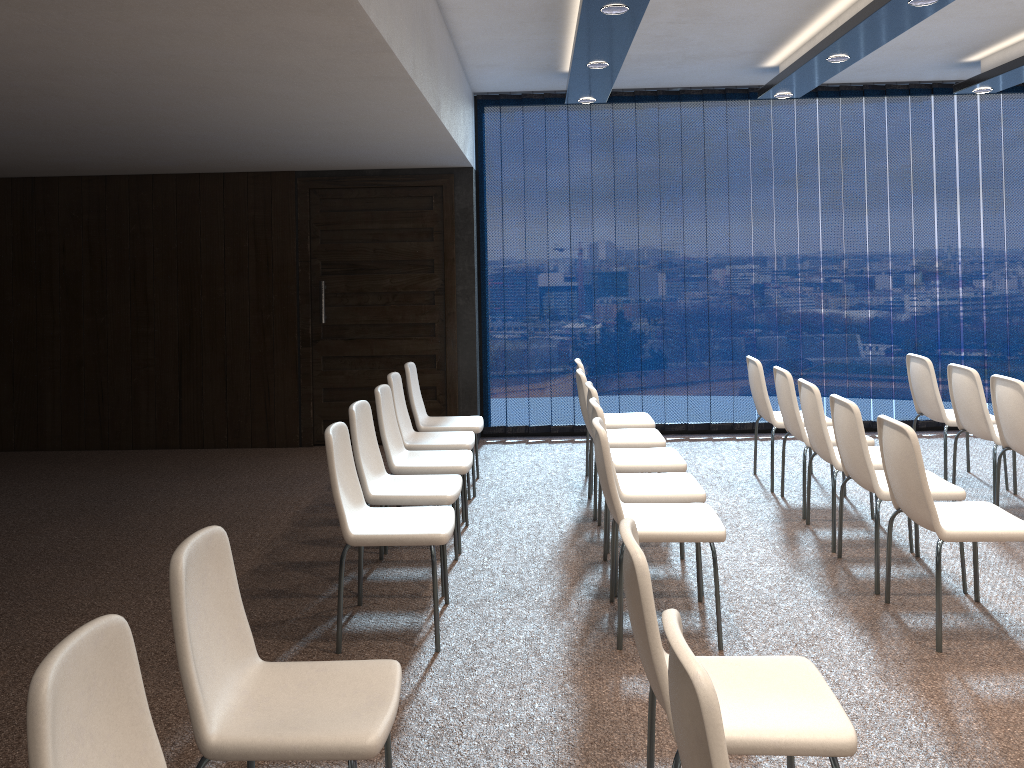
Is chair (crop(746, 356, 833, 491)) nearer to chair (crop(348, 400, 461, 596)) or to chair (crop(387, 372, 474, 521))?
chair (crop(387, 372, 474, 521))

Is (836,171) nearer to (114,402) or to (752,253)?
(752,253)

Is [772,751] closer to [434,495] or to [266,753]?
[266,753]

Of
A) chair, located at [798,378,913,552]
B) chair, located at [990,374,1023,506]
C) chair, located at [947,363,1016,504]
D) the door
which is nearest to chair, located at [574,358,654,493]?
chair, located at [798,378,913,552]

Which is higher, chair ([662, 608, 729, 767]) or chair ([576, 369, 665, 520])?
chair ([662, 608, 729, 767])

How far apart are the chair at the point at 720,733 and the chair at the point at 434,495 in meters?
2.6 m

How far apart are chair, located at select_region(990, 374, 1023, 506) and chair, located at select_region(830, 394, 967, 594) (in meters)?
0.81

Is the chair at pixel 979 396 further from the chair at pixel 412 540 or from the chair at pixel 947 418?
the chair at pixel 412 540

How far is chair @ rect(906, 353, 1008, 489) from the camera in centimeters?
606cm

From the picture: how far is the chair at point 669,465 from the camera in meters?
5.0 m
